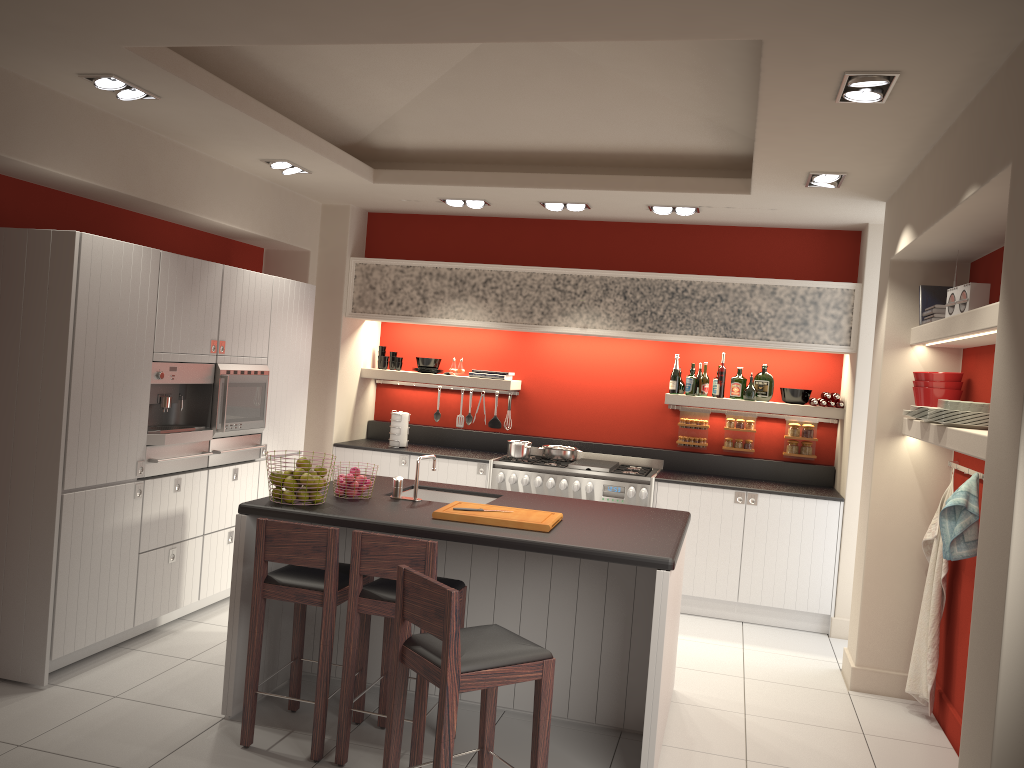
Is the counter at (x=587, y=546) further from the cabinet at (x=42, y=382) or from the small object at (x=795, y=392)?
the small object at (x=795, y=392)

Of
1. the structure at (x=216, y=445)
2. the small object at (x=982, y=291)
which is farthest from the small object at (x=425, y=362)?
the small object at (x=982, y=291)

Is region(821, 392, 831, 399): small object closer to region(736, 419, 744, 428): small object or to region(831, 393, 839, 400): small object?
region(831, 393, 839, 400): small object

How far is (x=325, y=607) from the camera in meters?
3.8 m

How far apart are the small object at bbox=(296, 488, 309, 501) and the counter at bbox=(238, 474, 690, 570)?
0.1 meters

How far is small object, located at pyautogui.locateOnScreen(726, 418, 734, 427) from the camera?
7.3 meters

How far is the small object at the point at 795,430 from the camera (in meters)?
7.15

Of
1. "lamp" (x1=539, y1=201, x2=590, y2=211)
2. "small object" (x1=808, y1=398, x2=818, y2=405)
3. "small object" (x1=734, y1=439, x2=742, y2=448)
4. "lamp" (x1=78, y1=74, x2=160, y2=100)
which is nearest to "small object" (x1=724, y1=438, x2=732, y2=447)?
"small object" (x1=734, y1=439, x2=742, y2=448)

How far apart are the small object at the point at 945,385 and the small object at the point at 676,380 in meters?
2.4

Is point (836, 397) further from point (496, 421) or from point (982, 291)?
point (496, 421)
